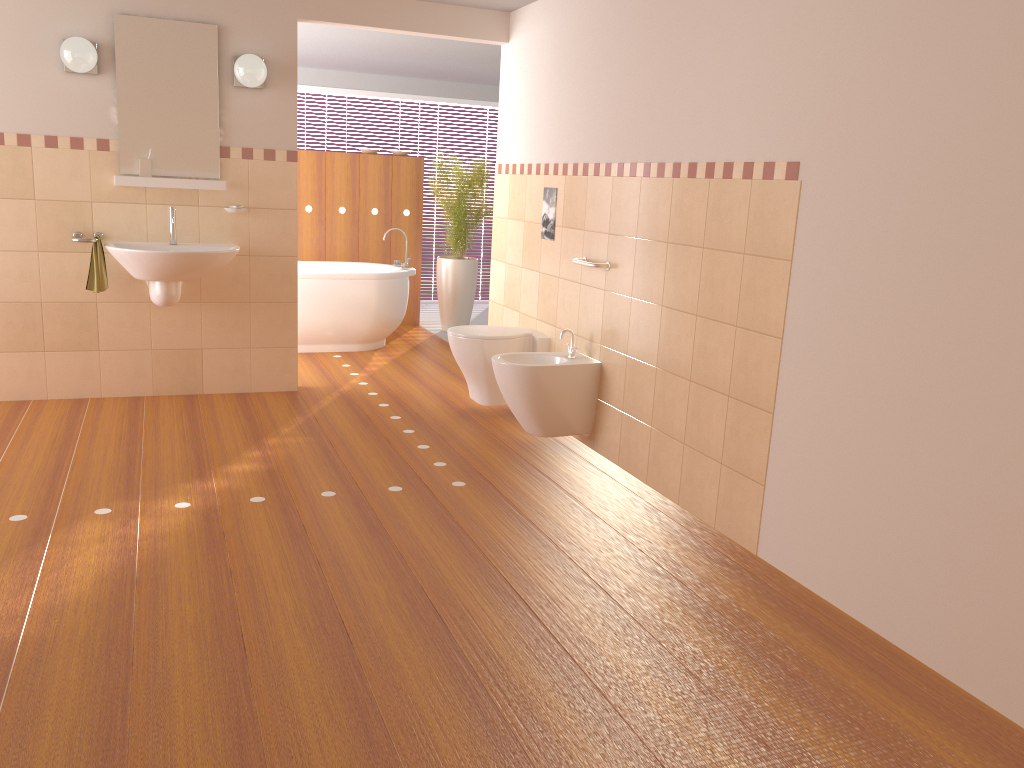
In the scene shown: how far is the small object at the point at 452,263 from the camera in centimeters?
747cm

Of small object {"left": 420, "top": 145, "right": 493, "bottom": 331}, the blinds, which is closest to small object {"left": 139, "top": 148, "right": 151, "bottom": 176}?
small object {"left": 420, "top": 145, "right": 493, "bottom": 331}

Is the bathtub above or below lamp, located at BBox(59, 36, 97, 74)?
below

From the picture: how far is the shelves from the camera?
4.6m

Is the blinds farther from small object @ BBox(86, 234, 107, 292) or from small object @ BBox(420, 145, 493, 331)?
small object @ BBox(86, 234, 107, 292)

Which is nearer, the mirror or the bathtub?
the mirror

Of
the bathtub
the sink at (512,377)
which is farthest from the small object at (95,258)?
the sink at (512,377)

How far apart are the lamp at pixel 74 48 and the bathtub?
2.0 meters

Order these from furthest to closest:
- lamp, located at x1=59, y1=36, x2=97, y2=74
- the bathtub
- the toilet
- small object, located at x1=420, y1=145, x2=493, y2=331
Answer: small object, located at x1=420, y1=145, x2=493, y2=331 → the bathtub → the toilet → lamp, located at x1=59, y1=36, x2=97, y2=74

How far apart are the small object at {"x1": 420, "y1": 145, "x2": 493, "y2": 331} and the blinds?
1.69m
